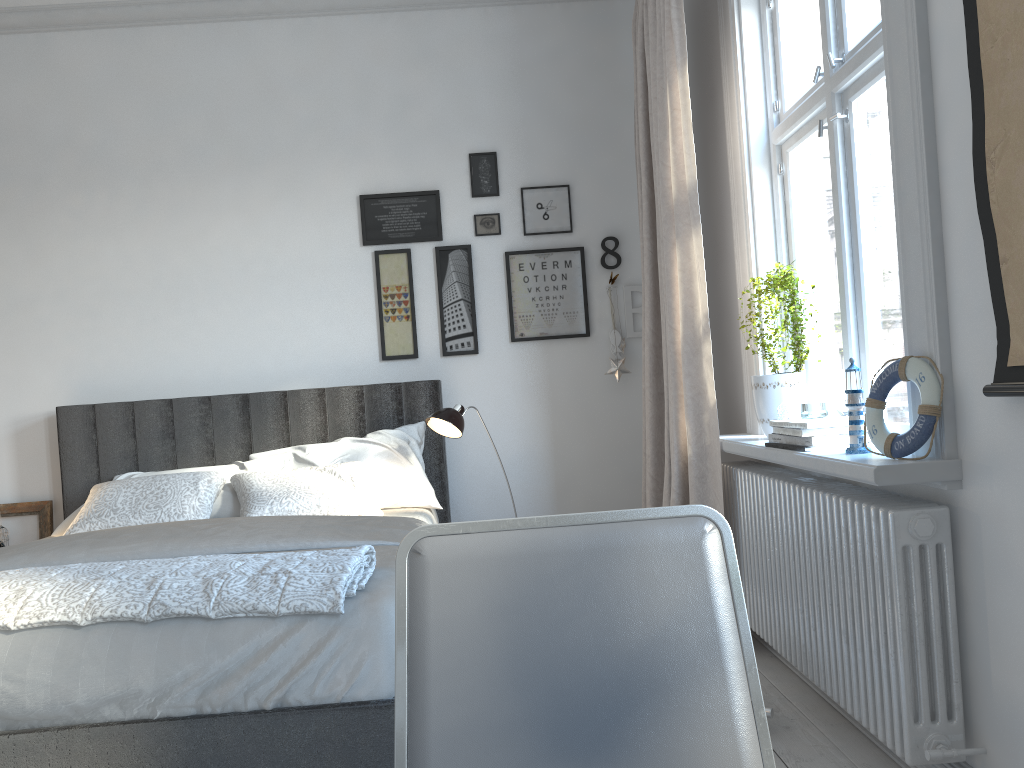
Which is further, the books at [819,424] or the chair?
the books at [819,424]

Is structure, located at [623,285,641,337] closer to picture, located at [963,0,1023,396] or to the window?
the window

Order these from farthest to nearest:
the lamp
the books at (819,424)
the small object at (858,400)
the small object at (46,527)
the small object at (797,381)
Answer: the small object at (46,527) → the lamp → the small object at (797,381) → the books at (819,424) → the small object at (858,400)

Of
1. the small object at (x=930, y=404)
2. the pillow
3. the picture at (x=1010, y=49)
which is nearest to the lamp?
the pillow

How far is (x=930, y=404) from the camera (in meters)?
1.86

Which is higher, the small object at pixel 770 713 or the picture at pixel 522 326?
the picture at pixel 522 326

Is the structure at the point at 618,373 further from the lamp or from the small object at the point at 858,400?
the small object at the point at 858,400

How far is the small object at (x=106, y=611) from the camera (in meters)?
1.88

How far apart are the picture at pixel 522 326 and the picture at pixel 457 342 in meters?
0.2 m

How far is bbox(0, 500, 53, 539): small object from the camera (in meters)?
3.97
